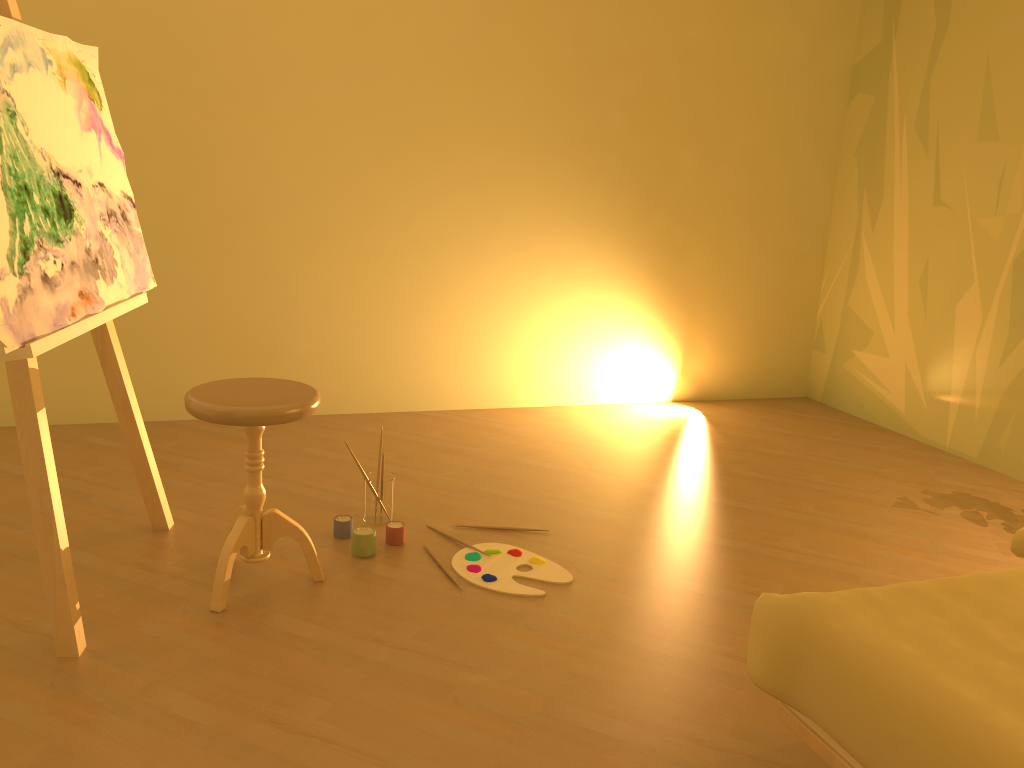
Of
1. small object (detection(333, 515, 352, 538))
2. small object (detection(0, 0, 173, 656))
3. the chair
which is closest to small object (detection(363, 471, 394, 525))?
small object (detection(333, 515, 352, 538))

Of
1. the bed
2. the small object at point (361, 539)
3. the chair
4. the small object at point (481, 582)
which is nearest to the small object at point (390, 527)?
the small object at point (361, 539)

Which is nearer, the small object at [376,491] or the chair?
the chair

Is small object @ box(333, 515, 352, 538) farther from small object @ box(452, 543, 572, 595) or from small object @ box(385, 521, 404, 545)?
small object @ box(452, 543, 572, 595)

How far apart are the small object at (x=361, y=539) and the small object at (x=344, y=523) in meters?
0.1

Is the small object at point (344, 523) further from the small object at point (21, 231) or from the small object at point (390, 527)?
the small object at point (21, 231)

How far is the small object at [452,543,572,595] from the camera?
2.55m

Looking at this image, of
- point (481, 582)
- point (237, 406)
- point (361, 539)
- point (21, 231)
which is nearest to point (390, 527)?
point (361, 539)

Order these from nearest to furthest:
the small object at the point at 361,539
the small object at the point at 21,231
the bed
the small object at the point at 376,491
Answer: the bed → the small object at the point at 21,231 → the small object at the point at 361,539 → the small object at the point at 376,491

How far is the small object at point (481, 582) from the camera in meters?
2.6 m
